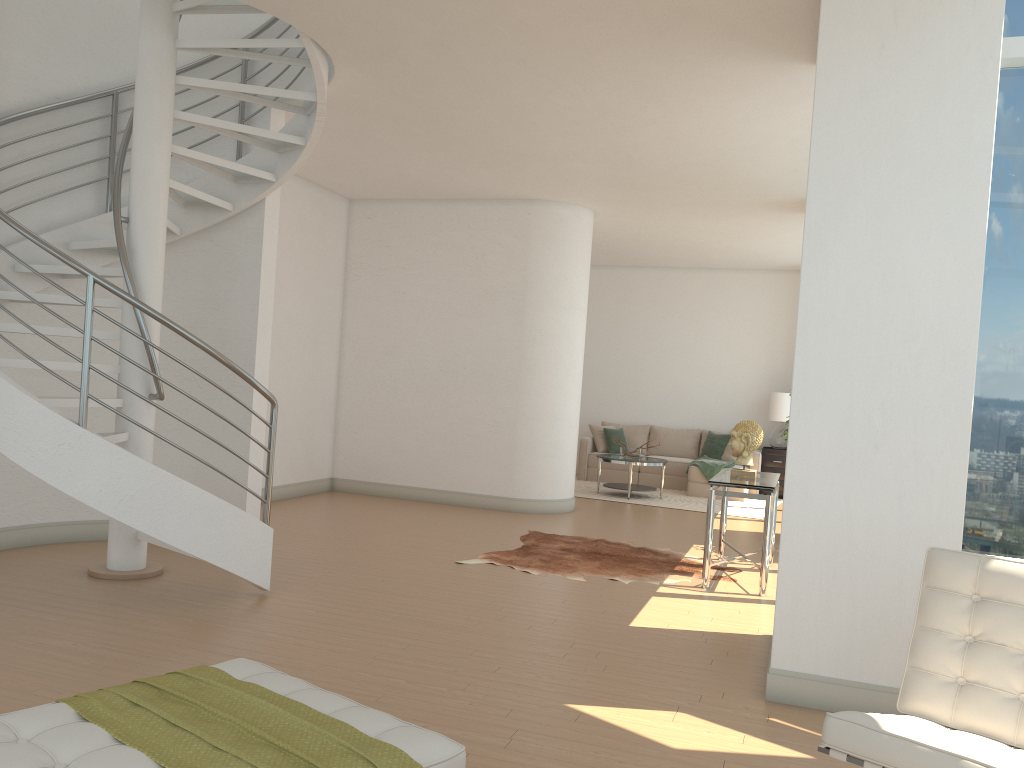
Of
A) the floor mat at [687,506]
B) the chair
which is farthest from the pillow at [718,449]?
the chair

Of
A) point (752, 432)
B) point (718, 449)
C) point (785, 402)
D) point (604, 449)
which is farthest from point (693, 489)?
point (752, 432)

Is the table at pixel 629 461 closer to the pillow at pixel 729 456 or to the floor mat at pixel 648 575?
the pillow at pixel 729 456

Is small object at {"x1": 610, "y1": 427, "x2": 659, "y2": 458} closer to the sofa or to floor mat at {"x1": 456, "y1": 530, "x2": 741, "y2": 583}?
the sofa

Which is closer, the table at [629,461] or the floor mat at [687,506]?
the floor mat at [687,506]

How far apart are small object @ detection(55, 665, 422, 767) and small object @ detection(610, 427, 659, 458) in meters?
9.4 m

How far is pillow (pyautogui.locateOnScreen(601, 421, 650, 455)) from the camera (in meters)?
13.70

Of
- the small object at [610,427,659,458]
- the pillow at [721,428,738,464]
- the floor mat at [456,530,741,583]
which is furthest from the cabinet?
the floor mat at [456,530,741,583]

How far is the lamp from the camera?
12.8 meters

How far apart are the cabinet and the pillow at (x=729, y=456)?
0.5m
